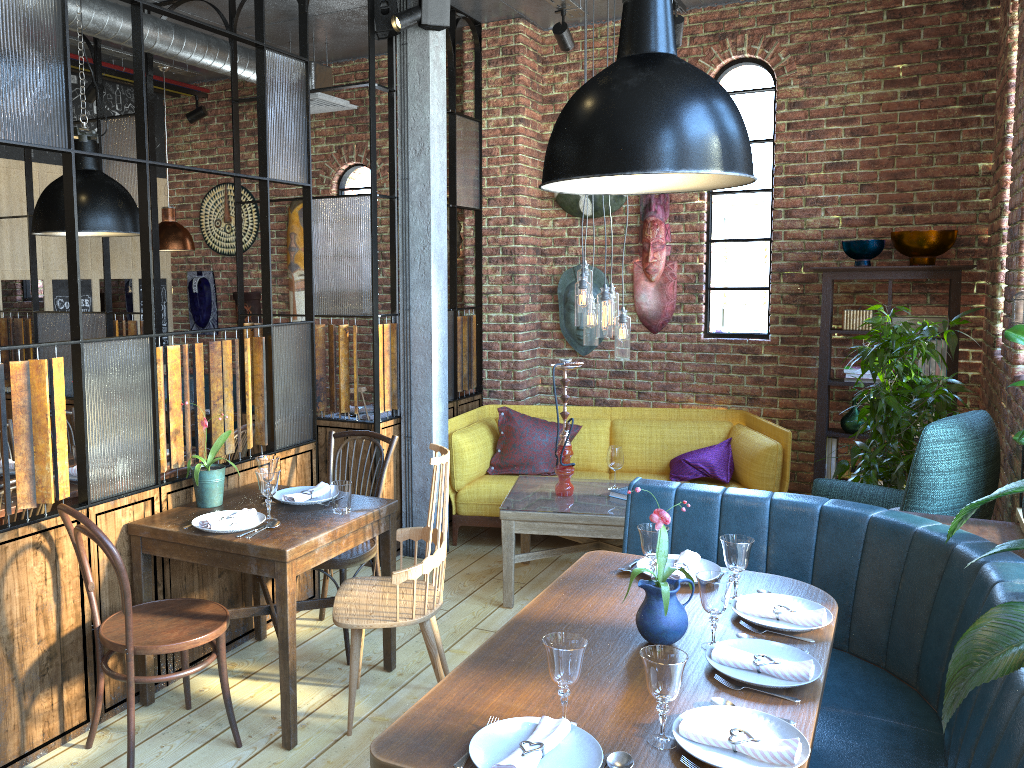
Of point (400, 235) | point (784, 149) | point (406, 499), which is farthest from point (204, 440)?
point (784, 149)

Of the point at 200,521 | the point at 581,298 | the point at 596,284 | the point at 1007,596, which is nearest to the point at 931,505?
the point at 1007,596

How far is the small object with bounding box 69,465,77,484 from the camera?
4.0 meters

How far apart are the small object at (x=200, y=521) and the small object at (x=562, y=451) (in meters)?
1.69

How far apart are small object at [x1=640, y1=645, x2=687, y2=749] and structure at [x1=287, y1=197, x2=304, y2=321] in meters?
5.6 m

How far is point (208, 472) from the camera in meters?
3.4

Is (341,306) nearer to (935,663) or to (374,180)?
(374,180)

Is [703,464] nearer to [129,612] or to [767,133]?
[767,133]

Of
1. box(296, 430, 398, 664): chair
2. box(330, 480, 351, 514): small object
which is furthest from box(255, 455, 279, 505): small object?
box(296, 430, 398, 664): chair

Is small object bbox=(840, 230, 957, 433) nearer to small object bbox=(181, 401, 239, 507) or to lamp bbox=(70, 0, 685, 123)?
lamp bbox=(70, 0, 685, 123)
